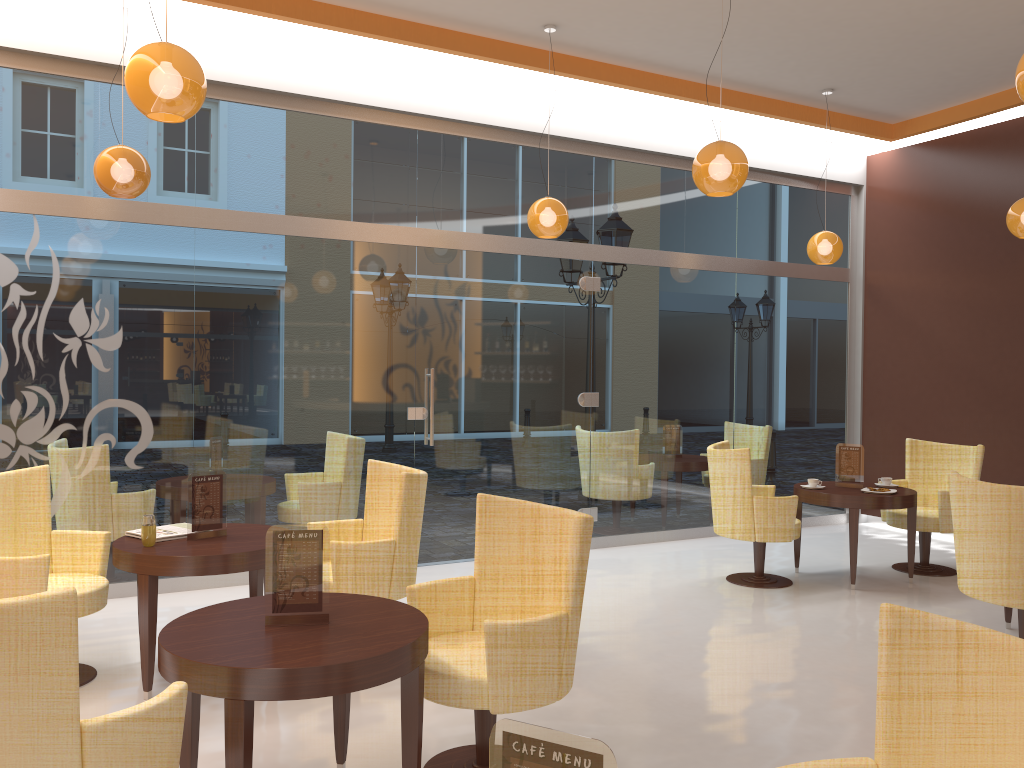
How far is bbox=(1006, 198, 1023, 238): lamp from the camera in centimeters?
604cm

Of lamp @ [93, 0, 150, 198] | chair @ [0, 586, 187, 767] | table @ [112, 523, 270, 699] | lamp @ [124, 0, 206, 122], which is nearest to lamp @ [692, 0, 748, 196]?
lamp @ [124, 0, 206, 122]

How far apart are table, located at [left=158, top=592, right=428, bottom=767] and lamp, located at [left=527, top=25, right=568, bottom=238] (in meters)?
3.56

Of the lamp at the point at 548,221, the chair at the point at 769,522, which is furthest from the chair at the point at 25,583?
the chair at the point at 769,522

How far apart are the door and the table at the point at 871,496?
1.8m

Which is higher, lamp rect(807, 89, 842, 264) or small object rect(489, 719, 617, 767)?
lamp rect(807, 89, 842, 264)

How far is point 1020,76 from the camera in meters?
3.2

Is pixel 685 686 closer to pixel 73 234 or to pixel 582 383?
pixel 582 383

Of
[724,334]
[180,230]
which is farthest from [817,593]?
[180,230]

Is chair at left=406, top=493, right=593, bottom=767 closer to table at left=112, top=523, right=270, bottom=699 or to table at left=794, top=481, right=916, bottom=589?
table at left=112, top=523, right=270, bottom=699
